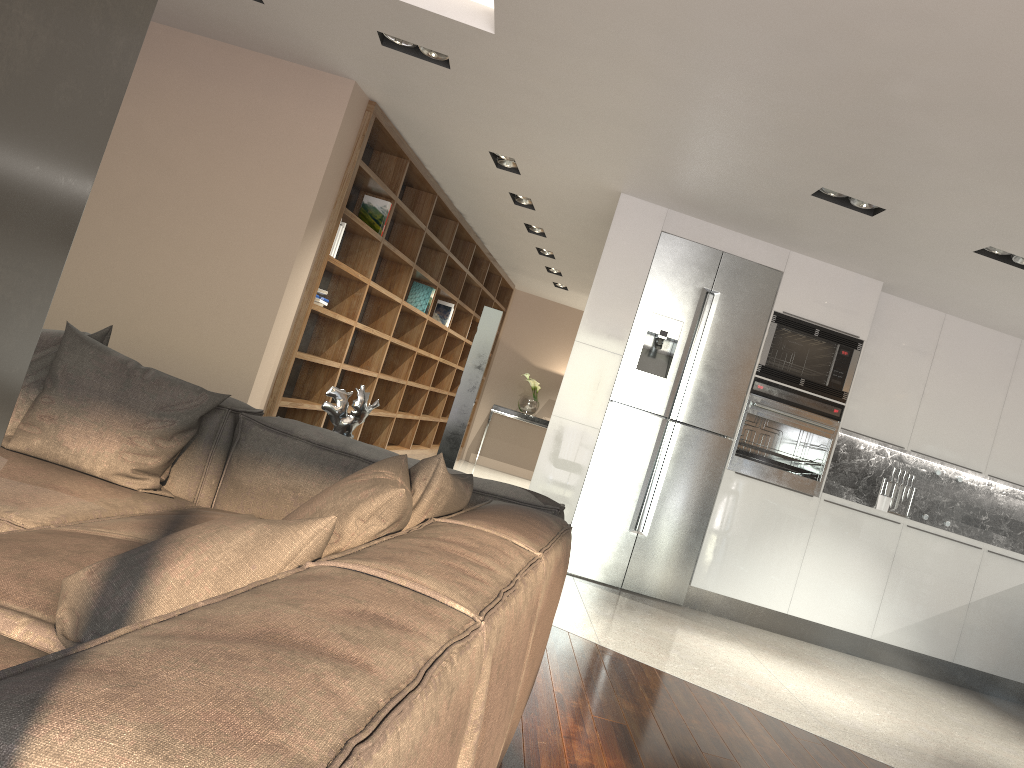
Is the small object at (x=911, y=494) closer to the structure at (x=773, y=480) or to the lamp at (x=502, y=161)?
the structure at (x=773, y=480)

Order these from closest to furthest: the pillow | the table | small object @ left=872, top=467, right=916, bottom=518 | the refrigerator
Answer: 1. the pillow
2. the refrigerator
3. small object @ left=872, top=467, right=916, bottom=518
4. the table

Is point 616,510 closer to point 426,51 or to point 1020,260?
point 1020,260

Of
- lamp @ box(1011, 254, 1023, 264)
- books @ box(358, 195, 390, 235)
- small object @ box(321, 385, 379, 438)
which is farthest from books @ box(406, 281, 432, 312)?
lamp @ box(1011, 254, 1023, 264)

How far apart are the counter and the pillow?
4.0 meters

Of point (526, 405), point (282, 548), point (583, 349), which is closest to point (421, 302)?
point (583, 349)

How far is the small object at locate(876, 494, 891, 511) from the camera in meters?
6.1 m

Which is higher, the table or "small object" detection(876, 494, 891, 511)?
"small object" detection(876, 494, 891, 511)

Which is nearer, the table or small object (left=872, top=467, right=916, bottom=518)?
small object (left=872, top=467, right=916, bottom=518)

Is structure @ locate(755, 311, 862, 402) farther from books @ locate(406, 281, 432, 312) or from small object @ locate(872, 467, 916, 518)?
books @ locate(406, 281, 432, 312)
